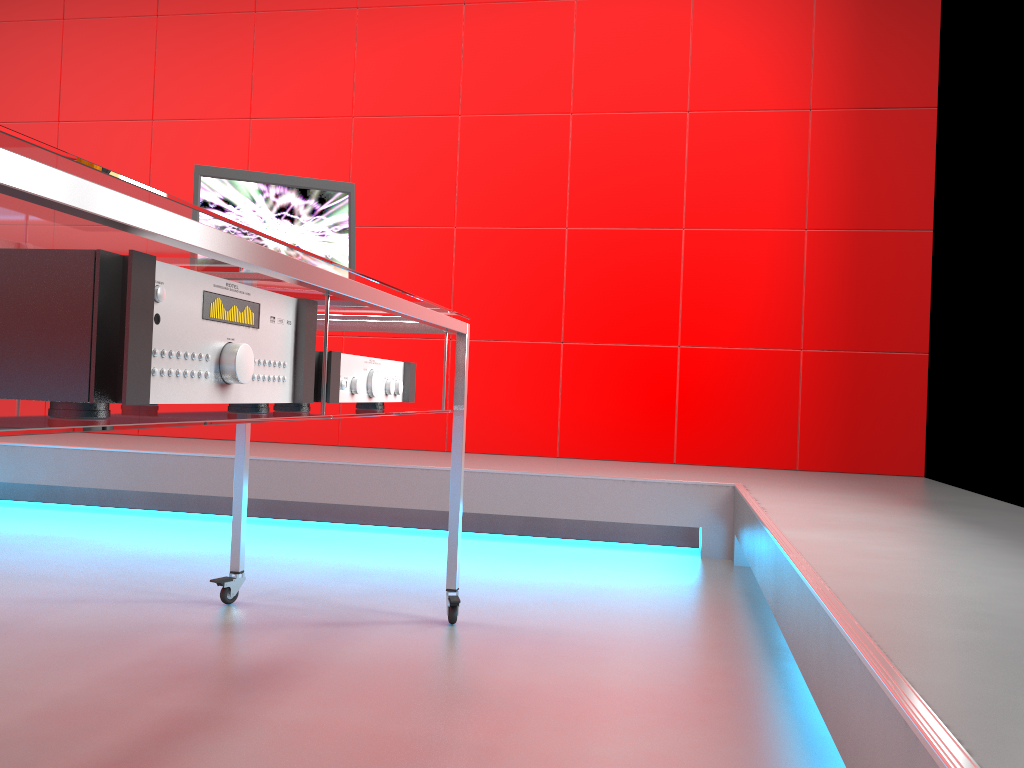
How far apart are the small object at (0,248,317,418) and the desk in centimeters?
1cm

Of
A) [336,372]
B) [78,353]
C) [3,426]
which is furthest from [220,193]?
[3,426]

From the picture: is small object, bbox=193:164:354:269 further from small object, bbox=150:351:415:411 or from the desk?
small object, bbox=150:351:415:411

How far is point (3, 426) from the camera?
0.7m

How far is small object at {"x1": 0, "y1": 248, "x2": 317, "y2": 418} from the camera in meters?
0.8 m

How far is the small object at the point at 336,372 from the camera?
1.3m

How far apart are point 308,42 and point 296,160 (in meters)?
0.55

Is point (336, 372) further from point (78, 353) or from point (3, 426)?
point (3, 426)

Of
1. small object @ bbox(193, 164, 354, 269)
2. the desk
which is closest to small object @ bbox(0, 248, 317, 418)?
the desk

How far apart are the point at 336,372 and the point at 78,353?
0.5m
